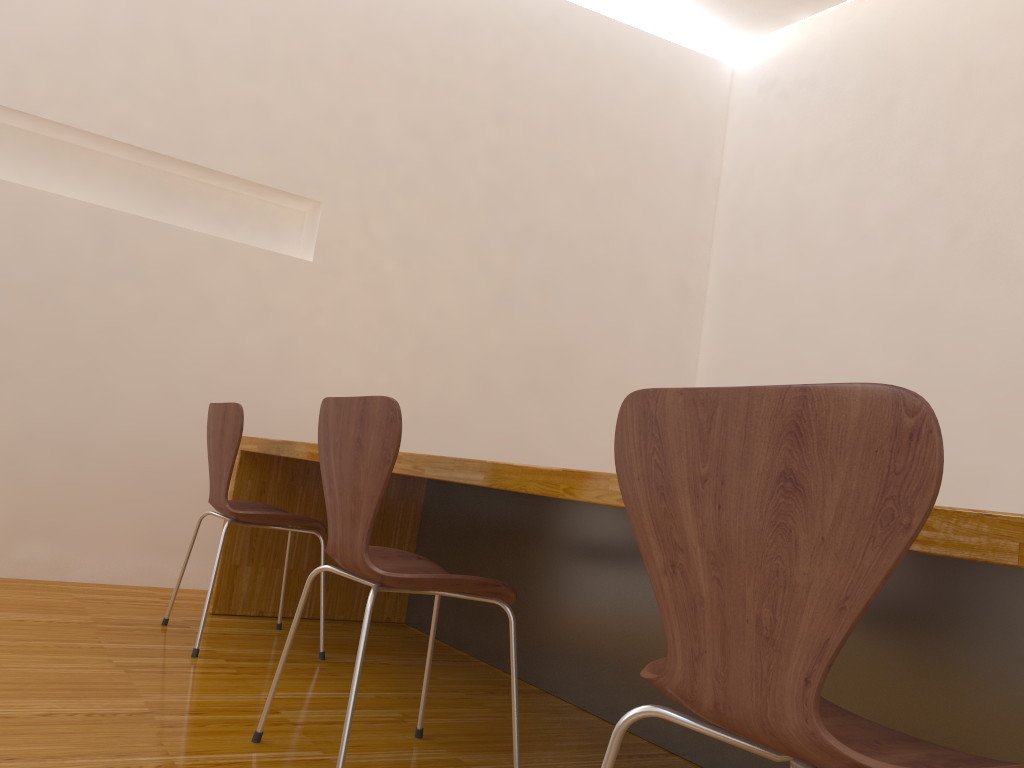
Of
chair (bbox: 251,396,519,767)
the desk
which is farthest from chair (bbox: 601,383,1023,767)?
→ chair (bbox: 251,396,519,767)

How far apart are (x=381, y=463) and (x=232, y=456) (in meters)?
1.12

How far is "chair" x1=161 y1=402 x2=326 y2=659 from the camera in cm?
250

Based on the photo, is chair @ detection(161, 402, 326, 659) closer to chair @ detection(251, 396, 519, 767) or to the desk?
the desk

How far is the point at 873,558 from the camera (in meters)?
0.70

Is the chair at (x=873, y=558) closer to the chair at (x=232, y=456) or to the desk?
the desk

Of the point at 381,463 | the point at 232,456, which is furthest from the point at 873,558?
the point at 232,456

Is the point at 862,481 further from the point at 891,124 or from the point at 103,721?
the point at 891,124

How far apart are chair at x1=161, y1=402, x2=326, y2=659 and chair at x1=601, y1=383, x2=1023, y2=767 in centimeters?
171cm

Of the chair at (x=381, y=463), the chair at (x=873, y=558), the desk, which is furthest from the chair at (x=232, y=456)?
the chair at (x=873, y=558)
